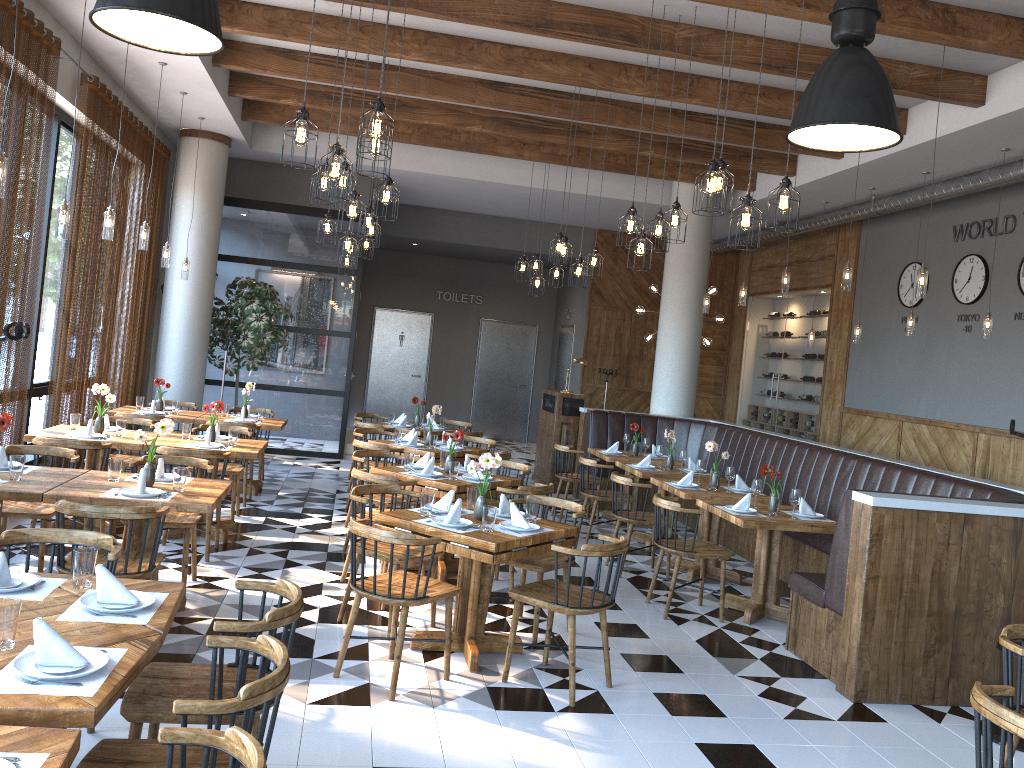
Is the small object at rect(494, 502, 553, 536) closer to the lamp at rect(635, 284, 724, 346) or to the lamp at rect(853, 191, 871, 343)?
the lamp at rect(853, 191, 871, 343)

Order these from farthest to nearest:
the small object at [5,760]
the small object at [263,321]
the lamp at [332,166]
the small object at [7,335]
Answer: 1. the small object at [263,321]
2. the lamp at [332,166]
3. the small object at [7,335]
4. the small object at [5,760]

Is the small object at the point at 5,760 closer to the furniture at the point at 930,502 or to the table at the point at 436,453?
the furniture at the point at 930,502

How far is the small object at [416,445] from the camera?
8.4m

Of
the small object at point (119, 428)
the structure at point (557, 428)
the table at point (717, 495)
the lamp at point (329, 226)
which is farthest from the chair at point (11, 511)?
the structure at point (557, 428)

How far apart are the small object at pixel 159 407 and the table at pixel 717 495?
5.2m

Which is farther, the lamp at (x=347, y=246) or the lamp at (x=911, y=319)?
the lamp at (x=911, y=319)

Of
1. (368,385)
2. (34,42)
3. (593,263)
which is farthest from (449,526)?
(368,385)

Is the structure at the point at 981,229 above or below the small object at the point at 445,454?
above

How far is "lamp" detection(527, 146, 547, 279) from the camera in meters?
10.8
